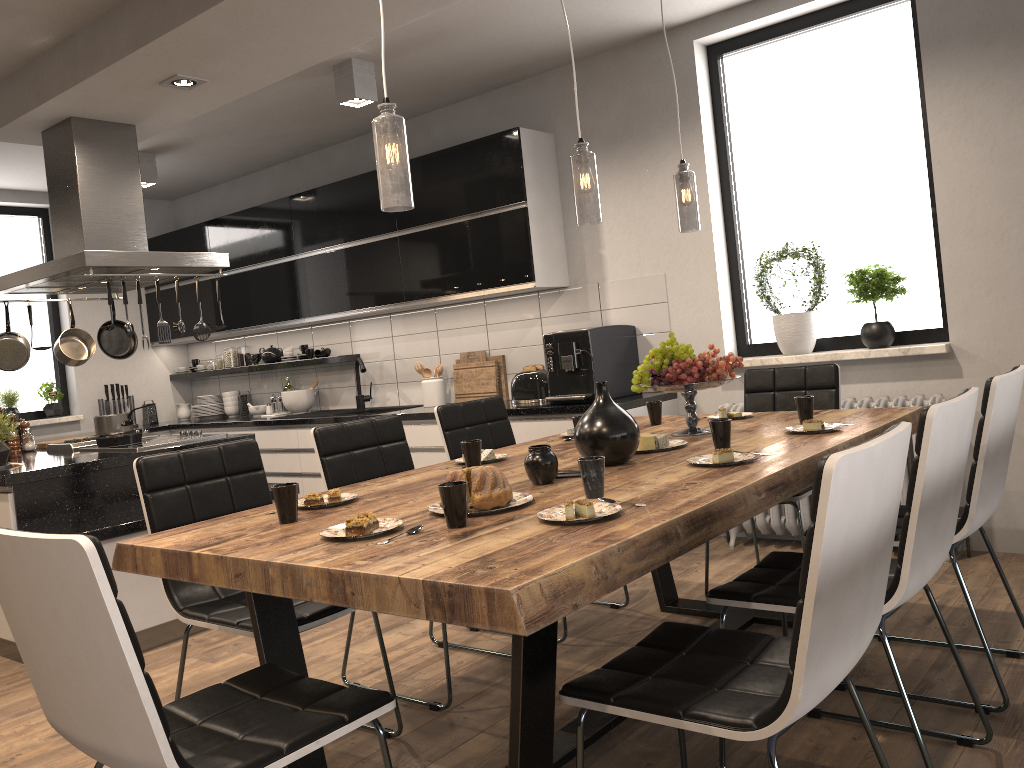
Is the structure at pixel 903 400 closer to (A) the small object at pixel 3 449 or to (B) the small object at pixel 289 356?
(A) the small object at pixel 3 449

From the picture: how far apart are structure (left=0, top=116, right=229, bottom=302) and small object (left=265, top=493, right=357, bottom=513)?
2.3m

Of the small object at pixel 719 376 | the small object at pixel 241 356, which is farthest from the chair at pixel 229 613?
the small object at pixel 241 356

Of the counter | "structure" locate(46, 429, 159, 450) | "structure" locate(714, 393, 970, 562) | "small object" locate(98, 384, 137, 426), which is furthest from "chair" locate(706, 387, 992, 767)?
"small object" locate(98, 384, 137, 426)

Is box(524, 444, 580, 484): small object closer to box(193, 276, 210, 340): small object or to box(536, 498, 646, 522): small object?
box(536, 498, 646, 522): small object

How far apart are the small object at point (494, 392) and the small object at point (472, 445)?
2.8 meters

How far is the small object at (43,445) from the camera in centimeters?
521cm

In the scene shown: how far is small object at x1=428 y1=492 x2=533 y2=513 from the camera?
2.1m

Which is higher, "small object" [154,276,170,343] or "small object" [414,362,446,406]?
"small object" [154,276,170,343]

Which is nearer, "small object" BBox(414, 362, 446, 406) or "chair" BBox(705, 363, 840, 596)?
"chair" BBox(705, 363, 840, 596)
